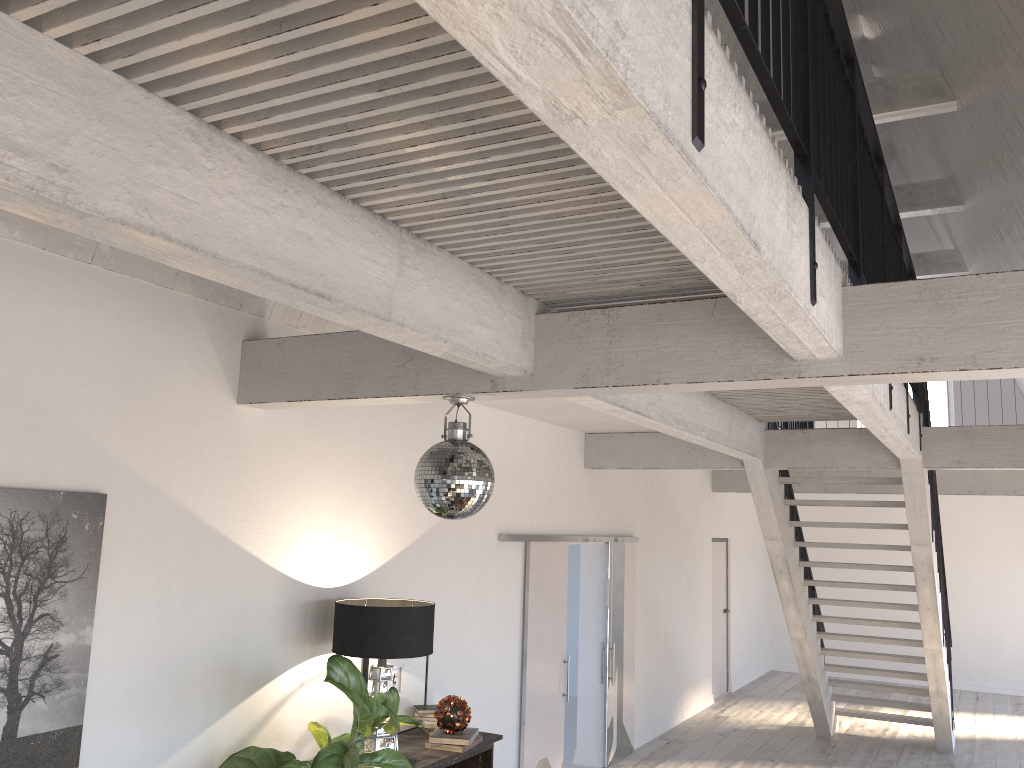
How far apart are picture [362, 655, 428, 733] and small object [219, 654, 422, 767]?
0.6m

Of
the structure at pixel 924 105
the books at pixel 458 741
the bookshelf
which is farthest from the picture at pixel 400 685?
the structure at pixel 924 105

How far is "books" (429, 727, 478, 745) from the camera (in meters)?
4.86

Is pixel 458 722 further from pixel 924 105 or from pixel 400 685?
pixel 924 105

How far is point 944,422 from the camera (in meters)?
13.76

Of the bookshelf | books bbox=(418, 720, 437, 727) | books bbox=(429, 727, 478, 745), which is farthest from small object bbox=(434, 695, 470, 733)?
books bbox=(418, 720, 437, 727)

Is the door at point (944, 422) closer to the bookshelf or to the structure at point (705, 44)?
the structure at point (705, 44)

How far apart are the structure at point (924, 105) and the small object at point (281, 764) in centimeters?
625cm

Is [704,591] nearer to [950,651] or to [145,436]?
[950,651]

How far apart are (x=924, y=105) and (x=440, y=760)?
6.53m
